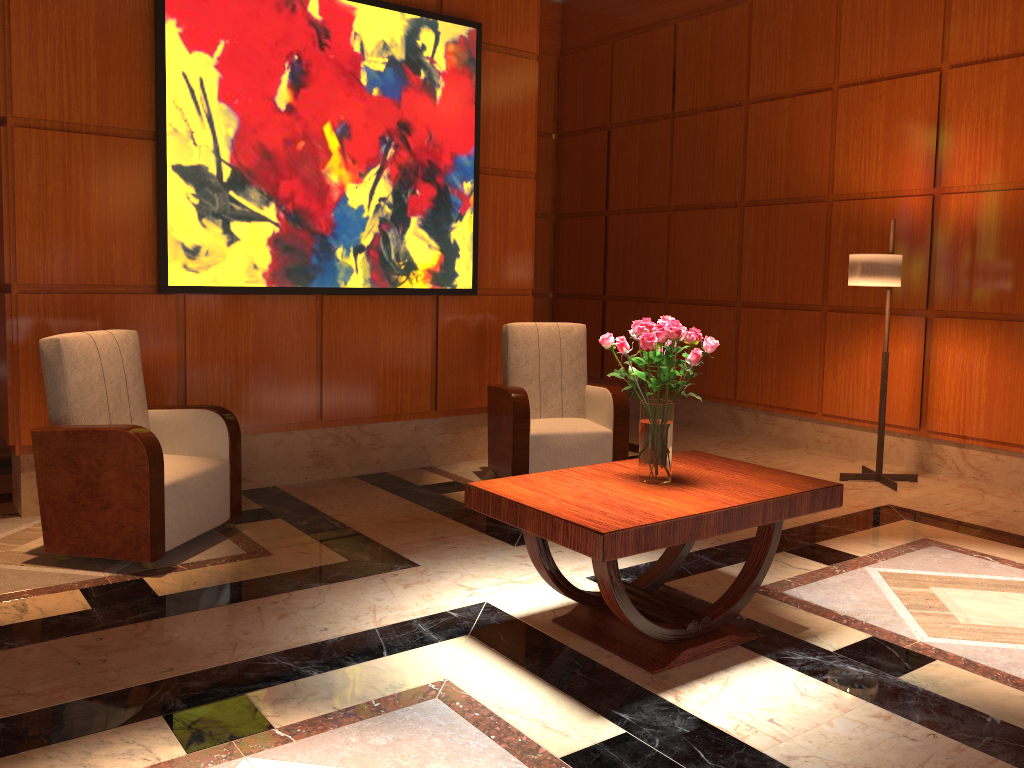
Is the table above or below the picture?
below

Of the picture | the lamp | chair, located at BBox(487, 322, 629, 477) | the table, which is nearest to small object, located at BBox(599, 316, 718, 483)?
the table

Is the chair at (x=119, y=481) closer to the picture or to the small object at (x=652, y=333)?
the picture

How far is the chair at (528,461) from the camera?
5.2 meters

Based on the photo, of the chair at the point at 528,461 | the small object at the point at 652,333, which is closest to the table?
the small object at the point at 652,333

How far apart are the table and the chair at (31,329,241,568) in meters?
1.4

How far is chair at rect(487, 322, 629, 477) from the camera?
5.2 meters

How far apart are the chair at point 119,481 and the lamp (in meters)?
3.66

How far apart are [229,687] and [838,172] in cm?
542

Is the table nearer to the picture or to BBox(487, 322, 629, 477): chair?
BBox(487, 322, 629, 477): chair
